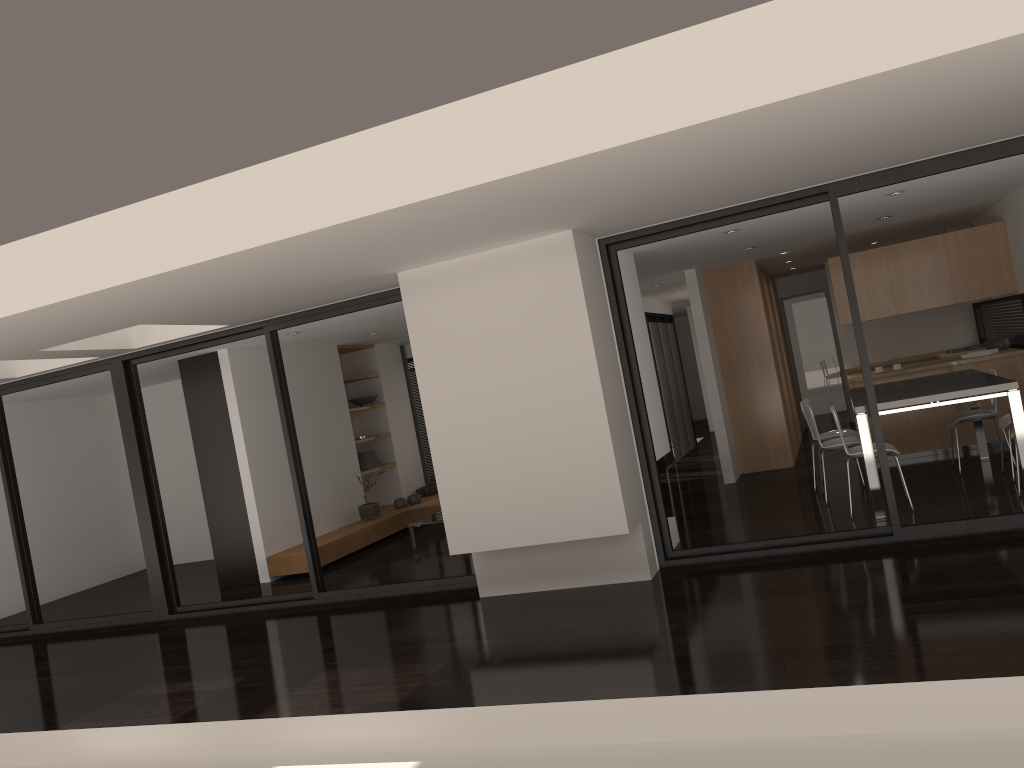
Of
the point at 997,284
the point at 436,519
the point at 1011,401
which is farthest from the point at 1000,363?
the point at 436,519

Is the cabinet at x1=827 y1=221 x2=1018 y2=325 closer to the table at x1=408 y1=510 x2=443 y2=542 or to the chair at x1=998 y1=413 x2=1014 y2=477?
the chair at x1=998 y1=413 x2=1014 y2=477

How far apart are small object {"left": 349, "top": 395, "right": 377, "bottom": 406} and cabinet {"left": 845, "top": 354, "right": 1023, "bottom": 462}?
6.1 meters

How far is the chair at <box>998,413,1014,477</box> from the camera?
7.3 meters

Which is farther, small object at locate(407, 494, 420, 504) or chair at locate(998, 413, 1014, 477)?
small object at locate(407, 494, 420, 504)

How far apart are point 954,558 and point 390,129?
4.00m

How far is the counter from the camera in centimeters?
883cm

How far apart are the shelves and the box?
0.7m

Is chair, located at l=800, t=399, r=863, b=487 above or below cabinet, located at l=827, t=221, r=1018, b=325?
below

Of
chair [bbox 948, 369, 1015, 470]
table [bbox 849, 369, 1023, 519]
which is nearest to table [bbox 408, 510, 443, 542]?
table [bbox 849, 369, 1023, 519]
